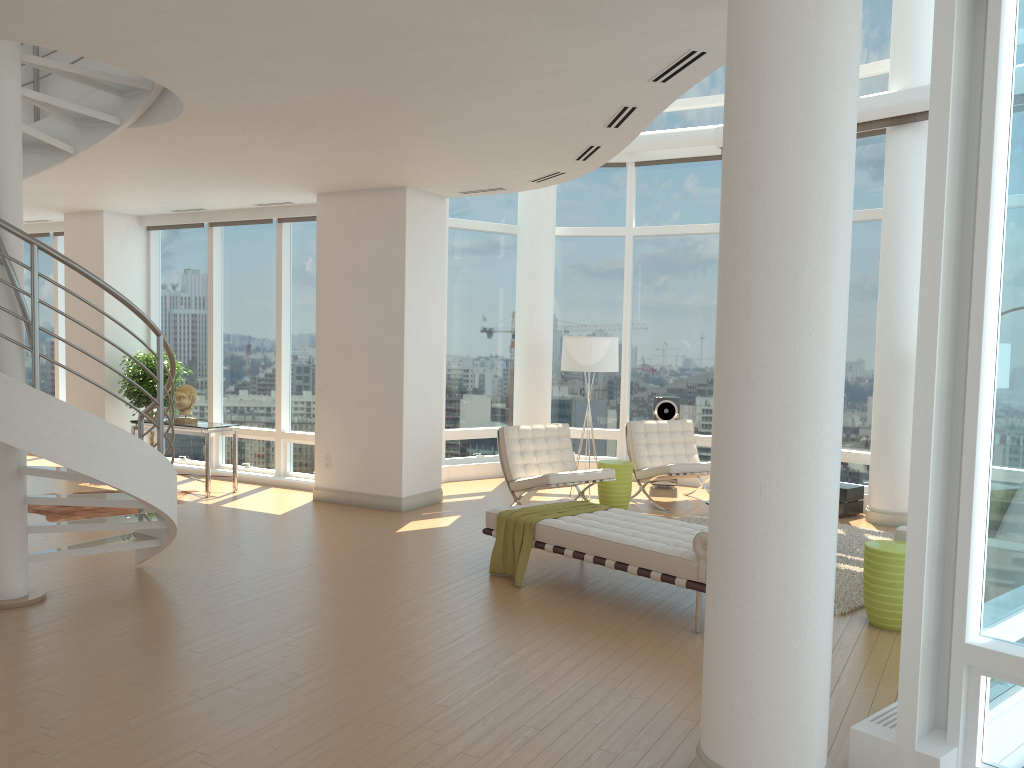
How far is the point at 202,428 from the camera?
9.9 meters

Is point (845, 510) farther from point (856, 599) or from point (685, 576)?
point (685, 576)

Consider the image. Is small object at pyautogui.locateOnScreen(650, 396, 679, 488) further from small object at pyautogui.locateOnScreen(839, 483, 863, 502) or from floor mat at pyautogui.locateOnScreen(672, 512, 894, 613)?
small object at pyautogui.locateOnScreen(839, 483, 863, 502)

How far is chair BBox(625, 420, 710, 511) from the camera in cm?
975

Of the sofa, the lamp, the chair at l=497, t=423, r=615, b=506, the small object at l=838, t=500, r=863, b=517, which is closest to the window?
the small object at l=838, t=500, r=863, b=517

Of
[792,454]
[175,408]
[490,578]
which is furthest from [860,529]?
[175,408]

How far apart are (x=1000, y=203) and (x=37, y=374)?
4.95m

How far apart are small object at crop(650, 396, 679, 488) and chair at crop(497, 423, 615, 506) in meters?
1.9

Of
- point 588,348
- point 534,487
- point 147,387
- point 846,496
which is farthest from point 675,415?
point 147,387

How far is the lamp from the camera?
10.1 meters
